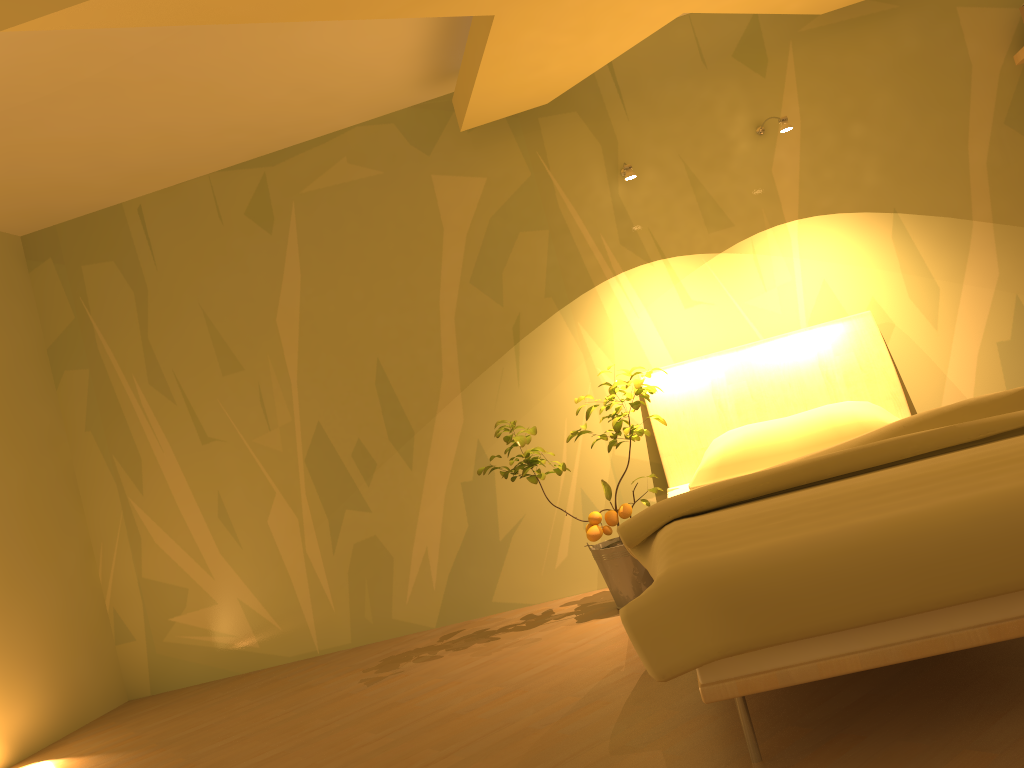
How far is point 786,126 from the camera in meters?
3.4 m

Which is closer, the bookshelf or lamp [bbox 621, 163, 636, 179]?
lamp [bbox 621, 163, 636, 179]

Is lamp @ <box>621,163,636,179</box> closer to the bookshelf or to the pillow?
the pillow

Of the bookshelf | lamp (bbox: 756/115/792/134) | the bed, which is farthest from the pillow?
the bookshelf

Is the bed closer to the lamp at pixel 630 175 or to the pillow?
the pillow

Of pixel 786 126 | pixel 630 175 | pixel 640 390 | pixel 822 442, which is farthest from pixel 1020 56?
pixel 640 390

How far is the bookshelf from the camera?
3.7 meters

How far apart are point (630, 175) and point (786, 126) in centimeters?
62cm

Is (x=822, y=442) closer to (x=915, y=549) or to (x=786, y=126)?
(x=786, y=126)

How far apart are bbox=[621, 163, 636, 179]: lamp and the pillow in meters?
1.1
